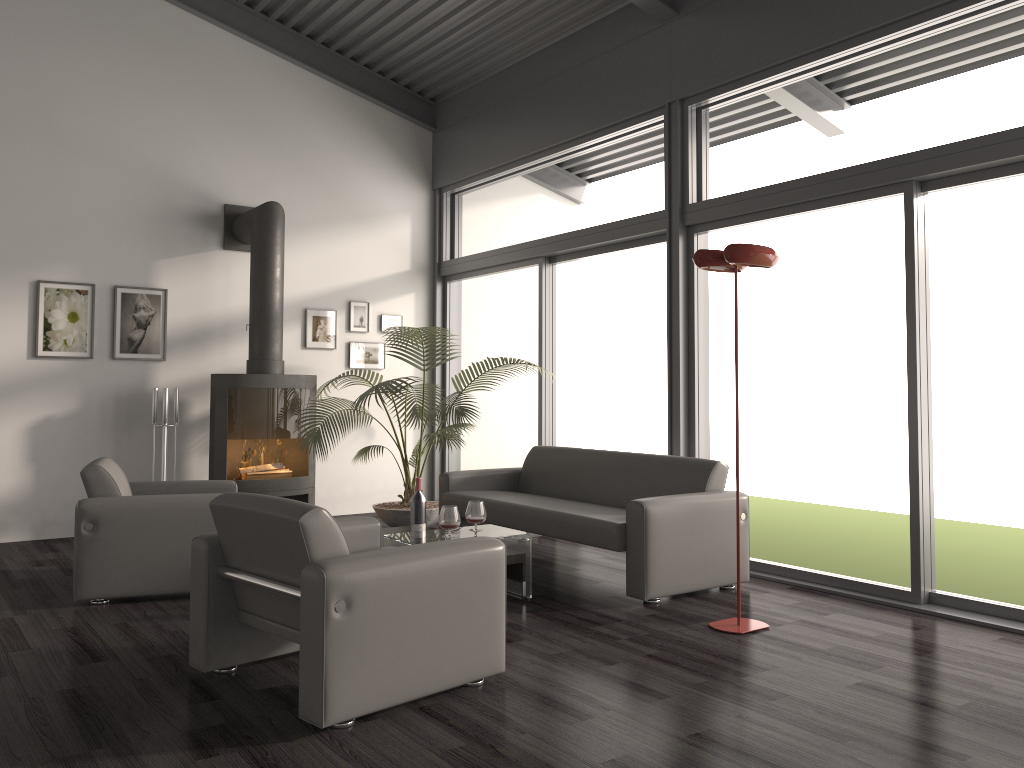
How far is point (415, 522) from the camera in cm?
494

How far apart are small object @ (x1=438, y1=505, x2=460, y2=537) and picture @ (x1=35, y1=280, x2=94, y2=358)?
3.72m

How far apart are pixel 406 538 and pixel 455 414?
2.2 meters

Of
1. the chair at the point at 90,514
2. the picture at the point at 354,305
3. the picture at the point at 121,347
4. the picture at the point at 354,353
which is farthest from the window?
the chair at the point at 90,514

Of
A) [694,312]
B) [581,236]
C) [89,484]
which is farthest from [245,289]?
[694,312]

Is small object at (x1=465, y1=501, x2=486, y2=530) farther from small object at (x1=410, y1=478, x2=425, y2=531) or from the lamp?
the lamp

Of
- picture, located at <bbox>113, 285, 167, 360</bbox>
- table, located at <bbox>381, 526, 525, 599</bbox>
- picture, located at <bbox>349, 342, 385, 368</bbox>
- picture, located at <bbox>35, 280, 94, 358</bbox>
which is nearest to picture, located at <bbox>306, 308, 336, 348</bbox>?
picture, located at <bbox>349, 342, 385, 368</bbox>

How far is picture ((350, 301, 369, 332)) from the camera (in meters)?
8.06

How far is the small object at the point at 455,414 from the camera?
6.7m

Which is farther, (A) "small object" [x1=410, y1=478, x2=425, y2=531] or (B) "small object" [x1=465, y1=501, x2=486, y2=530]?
(A) "small object" [x1=410, y1=478, x2=425, y2=531]
